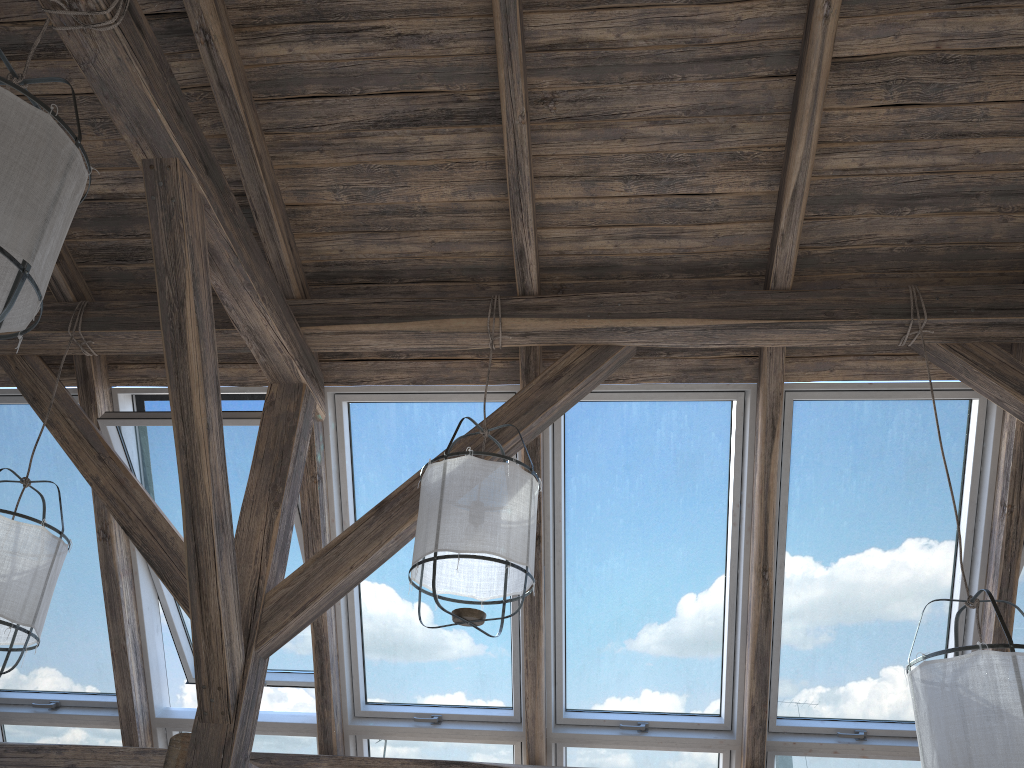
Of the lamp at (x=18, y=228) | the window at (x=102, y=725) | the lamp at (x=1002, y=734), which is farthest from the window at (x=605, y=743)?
the lamp at (x=18, y=228)

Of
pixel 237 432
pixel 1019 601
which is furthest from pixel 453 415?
pixel 1019 601

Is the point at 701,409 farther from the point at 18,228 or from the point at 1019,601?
the point at 18,228

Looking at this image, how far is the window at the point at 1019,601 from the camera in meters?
3.6

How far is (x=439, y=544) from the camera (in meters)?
2.61

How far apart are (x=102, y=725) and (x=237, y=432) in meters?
1.6 m

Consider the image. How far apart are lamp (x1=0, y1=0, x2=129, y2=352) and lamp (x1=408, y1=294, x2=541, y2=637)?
1.2 meters

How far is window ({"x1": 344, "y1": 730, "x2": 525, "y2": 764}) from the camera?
3.8 meters

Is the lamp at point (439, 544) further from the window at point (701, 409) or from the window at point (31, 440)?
the window at point (31, 440)

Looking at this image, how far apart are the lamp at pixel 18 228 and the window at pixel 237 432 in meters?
1.5 m
